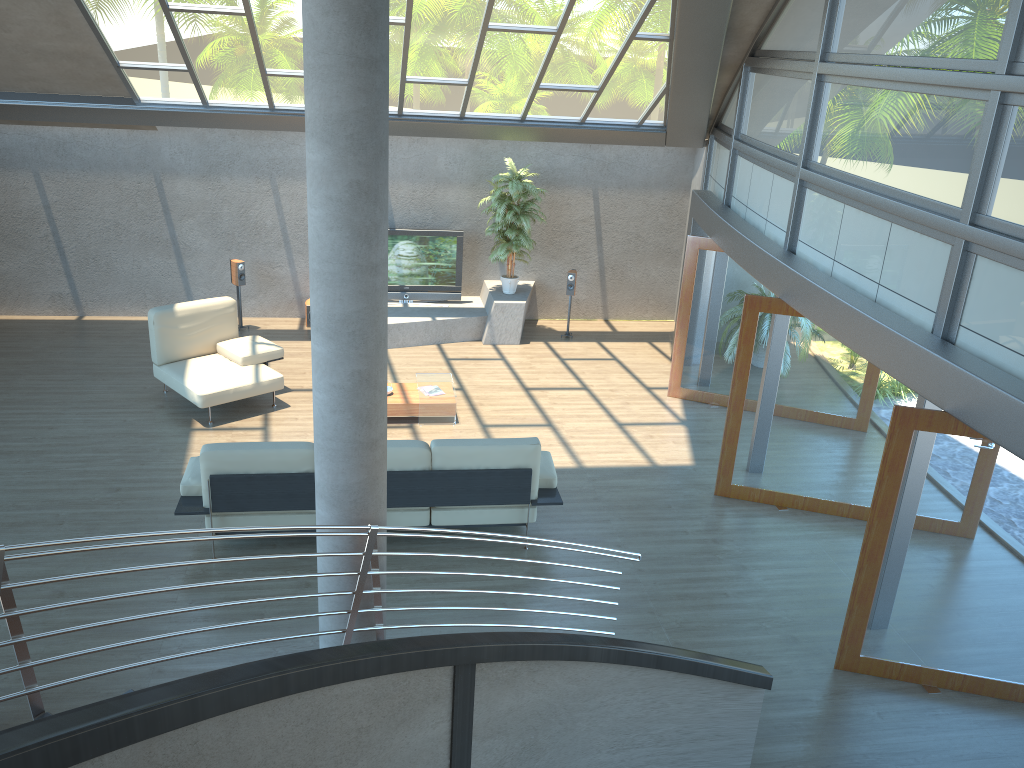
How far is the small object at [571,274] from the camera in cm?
1235

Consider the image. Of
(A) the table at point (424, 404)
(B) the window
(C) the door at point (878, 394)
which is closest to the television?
(A) the table at point (424, 404)

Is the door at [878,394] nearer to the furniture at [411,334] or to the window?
the window

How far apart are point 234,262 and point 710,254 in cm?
624

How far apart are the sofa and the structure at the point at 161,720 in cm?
215

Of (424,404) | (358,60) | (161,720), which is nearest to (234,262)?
(424,404)

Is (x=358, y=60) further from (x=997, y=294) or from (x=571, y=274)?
(x=571, y=274)

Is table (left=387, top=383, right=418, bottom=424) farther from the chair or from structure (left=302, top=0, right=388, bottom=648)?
structure (left=302, top=0, right=388, bottom=648)

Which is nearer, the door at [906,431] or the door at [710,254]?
the door at [906,431]

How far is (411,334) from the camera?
11.9m
